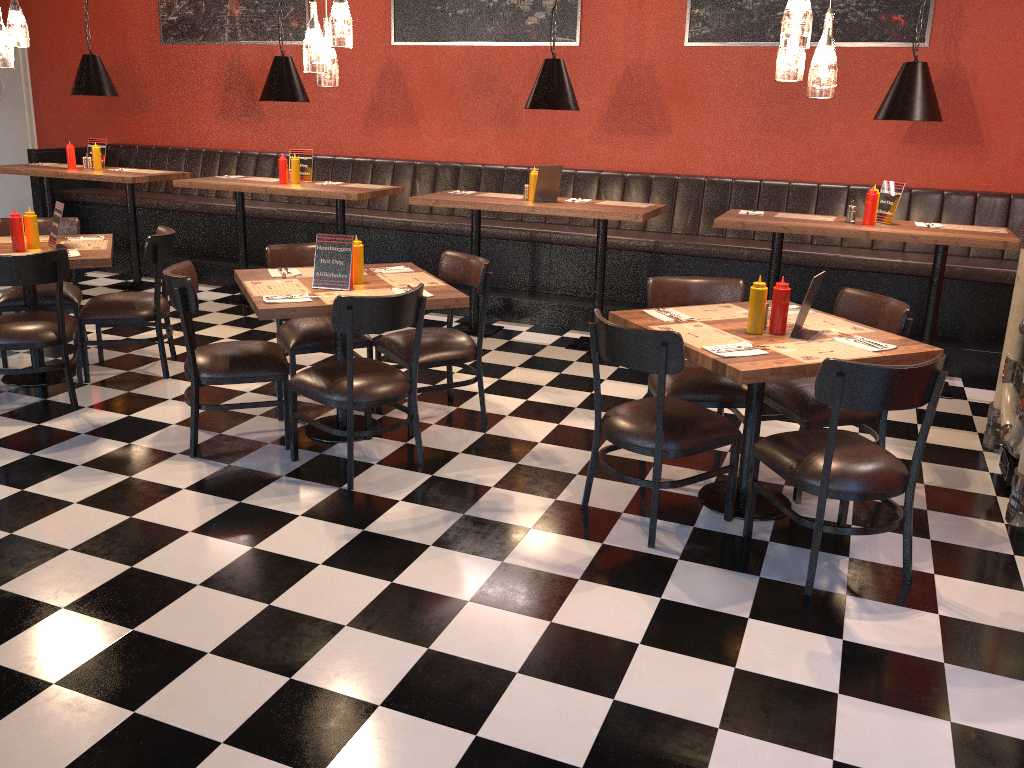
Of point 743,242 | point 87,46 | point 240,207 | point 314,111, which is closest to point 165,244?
point 240,207

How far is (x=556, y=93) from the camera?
5.82m

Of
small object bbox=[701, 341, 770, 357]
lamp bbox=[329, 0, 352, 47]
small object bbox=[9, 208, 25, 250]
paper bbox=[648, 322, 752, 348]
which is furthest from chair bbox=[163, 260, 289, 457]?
small object bbox=[701, 341, 770, 357]

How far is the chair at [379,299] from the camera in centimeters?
370cm

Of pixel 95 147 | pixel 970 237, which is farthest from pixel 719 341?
pixel 95 147

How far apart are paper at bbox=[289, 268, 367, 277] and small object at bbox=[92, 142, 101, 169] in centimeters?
414cm

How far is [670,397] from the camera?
3.8 meters

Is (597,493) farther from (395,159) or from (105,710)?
(395,159)

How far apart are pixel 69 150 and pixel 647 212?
5.14m

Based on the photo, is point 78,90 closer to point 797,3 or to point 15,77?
point 15,77
